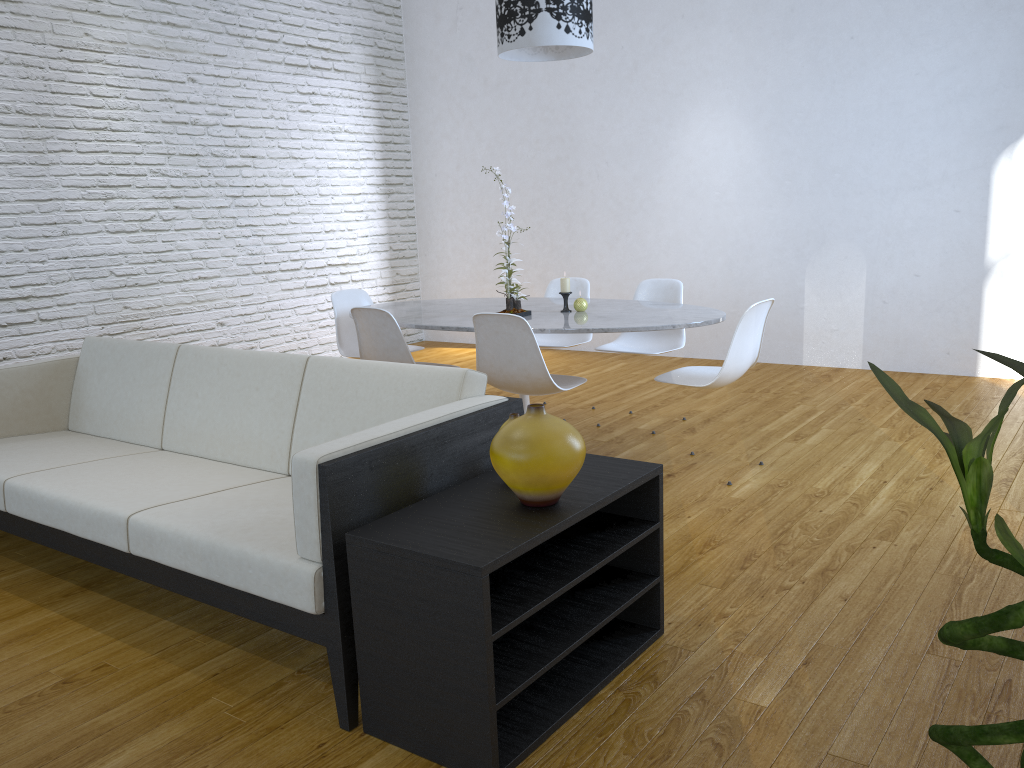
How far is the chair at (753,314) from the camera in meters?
3.3

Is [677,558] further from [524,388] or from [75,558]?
[75,558]

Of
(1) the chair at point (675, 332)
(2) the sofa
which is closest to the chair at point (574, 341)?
(1) the chair at point (675, 332)

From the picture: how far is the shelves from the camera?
1.66m

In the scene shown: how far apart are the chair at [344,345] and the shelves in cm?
253

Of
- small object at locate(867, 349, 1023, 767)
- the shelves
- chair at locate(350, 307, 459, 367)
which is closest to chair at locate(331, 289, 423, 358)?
chair at locate(350, 307, 459, 367)

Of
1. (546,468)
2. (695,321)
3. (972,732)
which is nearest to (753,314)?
(695,321)

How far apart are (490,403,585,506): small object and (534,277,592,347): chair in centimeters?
277cm

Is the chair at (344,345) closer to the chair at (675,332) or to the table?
the table

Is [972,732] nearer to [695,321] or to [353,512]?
[353,512]
